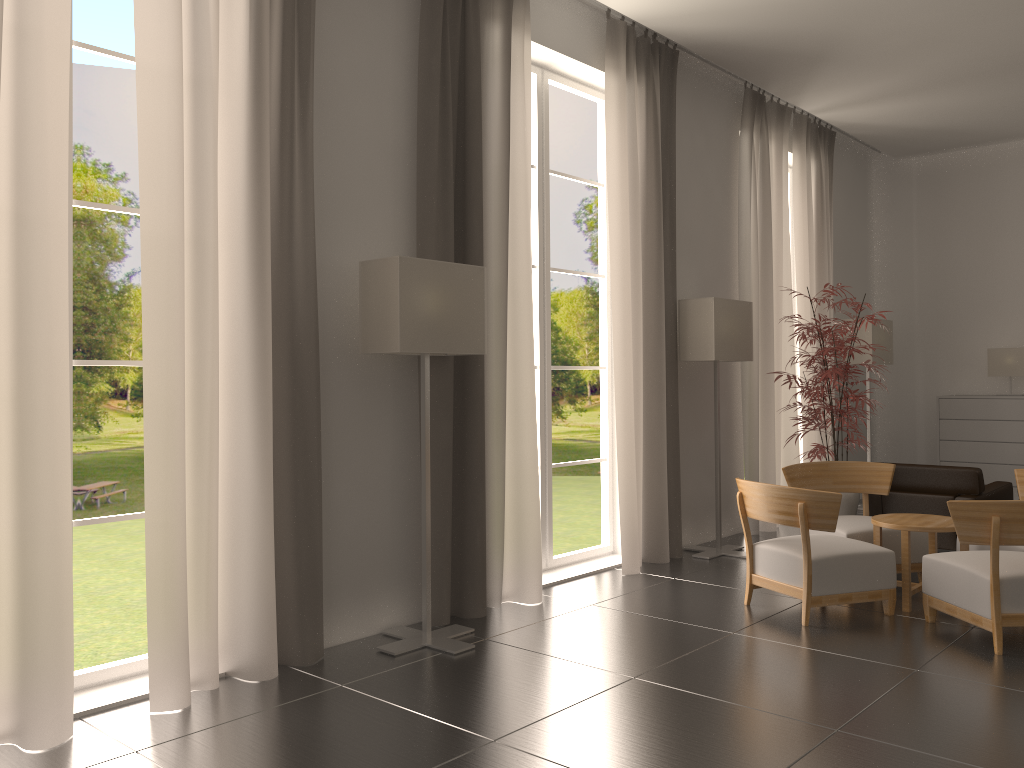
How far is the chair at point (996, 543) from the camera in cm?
697

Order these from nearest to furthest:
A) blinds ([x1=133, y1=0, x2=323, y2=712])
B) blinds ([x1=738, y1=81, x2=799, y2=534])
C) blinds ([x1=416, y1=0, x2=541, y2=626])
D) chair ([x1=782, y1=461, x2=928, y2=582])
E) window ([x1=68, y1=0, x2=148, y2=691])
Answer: blinds ([x1=133, y1=0, x2=323, y2=712]) < window ([x1=68, y1=0, x2=148, y2=691]) < blinds ([x1=416, y1=0, x2=541, y2=626]) < chair ([x1=782, y1=461, x2=928, y2=582]) < blinds ([x1=738, y1=81, x2=799, y2=534])

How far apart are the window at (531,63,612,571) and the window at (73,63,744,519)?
29.21m

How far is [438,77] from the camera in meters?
8.0

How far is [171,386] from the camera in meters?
6.0 m

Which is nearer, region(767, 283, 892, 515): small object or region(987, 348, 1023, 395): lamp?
→ region(767, 283, 892, 515): small object

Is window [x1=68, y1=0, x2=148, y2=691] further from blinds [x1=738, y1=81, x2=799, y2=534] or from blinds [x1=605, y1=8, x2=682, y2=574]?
blinds [x1=738, y1=81, x2=799, y2=534]

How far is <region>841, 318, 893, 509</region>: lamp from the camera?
14.56m

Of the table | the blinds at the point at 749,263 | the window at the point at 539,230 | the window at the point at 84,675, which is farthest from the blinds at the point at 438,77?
the blinds at the point at 749,263

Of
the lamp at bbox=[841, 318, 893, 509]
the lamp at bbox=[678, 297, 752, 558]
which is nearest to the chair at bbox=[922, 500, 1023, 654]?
the lamp at bbox=[678, 297, 752, 558]
